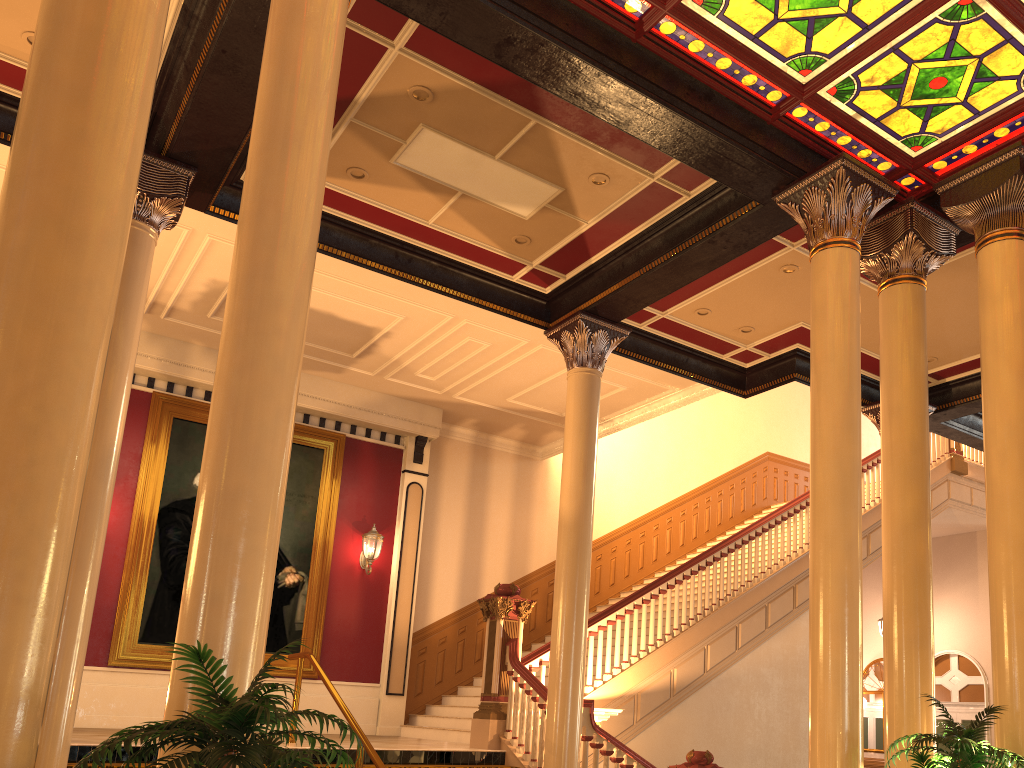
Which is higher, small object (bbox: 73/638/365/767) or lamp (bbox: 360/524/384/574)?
lamp (bbox: 360/524/384/574)

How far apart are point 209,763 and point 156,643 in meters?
9.1 m

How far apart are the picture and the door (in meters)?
11.29

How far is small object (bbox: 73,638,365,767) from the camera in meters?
2.5

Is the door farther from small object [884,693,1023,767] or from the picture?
small object [884,693,1023,767]

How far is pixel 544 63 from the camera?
5.8 meters

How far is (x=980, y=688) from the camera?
15.2m

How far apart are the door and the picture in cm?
1129

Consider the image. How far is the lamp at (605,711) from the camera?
8.55m

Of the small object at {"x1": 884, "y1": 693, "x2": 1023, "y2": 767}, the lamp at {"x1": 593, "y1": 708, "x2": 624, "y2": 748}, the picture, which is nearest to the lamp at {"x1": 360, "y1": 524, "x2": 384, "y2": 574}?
the picture
